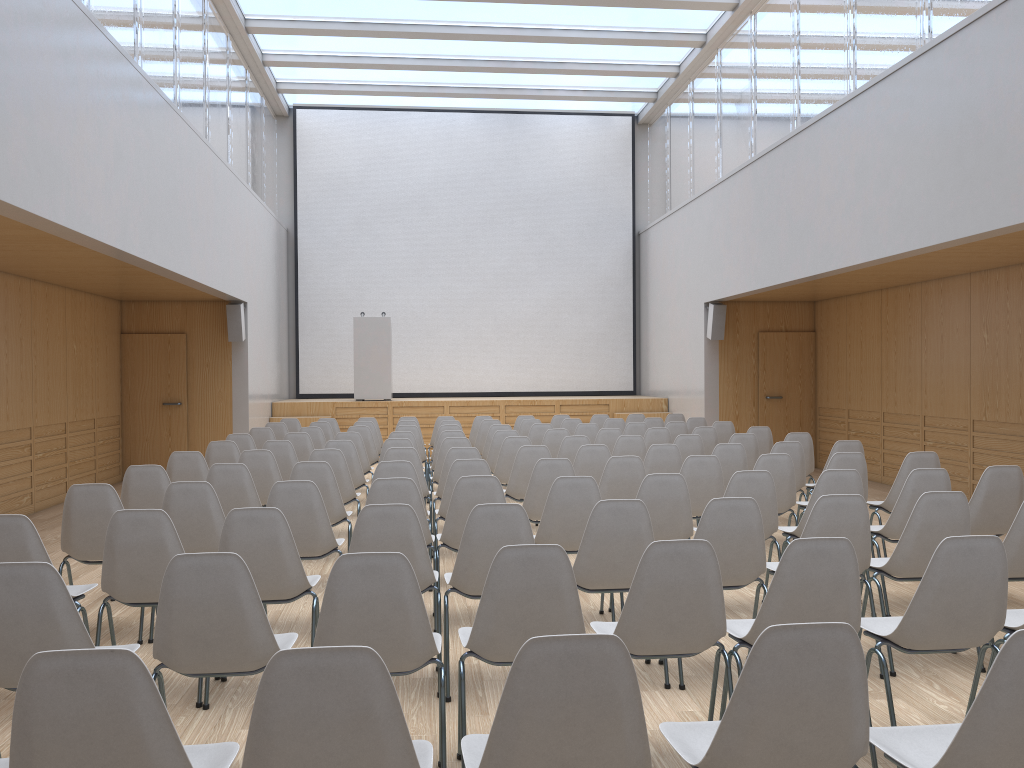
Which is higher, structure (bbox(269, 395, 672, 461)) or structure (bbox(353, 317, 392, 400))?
structure (bbox(353, 317, 392, 400))

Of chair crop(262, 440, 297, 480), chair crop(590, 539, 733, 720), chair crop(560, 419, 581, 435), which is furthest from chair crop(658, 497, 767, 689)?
chair crop(560, 419, 581, 435)

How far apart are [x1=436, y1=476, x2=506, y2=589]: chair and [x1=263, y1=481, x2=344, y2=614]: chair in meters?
0.6 m

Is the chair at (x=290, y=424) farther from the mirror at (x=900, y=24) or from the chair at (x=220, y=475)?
the mirror at (x=900, y=24)

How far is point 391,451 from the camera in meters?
6.9 m

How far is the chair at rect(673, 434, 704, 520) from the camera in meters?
8.1 m

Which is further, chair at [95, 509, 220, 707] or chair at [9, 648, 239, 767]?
chair at [95, 509, 220, 707]

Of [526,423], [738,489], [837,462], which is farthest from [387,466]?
[526,423]

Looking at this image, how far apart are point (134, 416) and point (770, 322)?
9.2 meters

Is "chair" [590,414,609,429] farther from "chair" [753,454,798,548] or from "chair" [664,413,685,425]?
"chair" [753,454,798,548]
